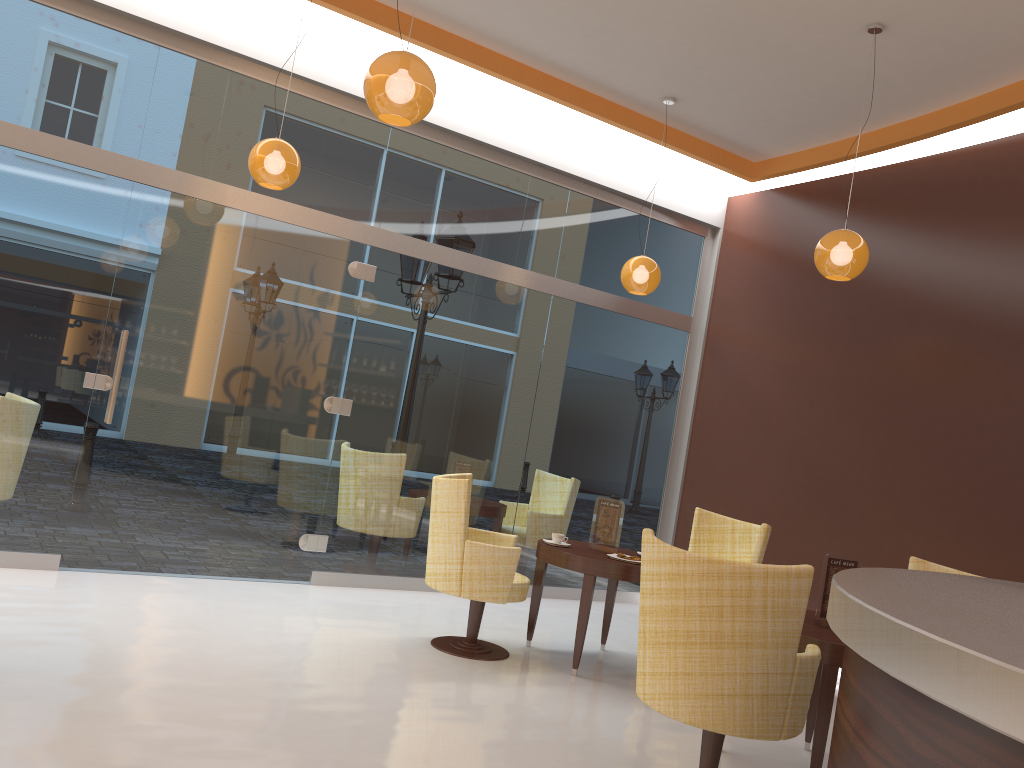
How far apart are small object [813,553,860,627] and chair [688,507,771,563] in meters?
1.5

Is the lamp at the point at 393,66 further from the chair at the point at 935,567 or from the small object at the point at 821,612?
the chair at the point at 935,567

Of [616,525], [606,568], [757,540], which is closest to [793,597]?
[606,568]

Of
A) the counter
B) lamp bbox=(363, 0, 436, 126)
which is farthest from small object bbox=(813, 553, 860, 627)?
lamp bbox=(363, 0, 436, 126)

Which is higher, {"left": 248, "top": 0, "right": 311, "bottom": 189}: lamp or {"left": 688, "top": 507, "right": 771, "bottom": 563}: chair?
{"left": 248, "top": 0, "right": 311, "bottom": 189}: lamp

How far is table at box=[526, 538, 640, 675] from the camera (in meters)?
5.10

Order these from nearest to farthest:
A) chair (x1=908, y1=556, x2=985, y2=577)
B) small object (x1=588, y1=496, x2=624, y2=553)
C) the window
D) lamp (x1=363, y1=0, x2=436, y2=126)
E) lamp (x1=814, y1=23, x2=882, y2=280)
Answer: lamp (x1=363, y1=0, x2=436, y2=126) → chair (x1=908, y1=556, x2=985, y2=577) → lamp (x1=814, y1=23, x2=882, y2=280) → the window → small object (x1=588, y1=496, x2=624, y2=553)

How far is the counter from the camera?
1.35m

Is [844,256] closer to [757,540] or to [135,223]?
[757,540]

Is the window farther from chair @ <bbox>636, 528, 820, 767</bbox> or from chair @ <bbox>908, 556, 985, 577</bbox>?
chair @ <bbox>636, 528, 820, 767</bbox>
